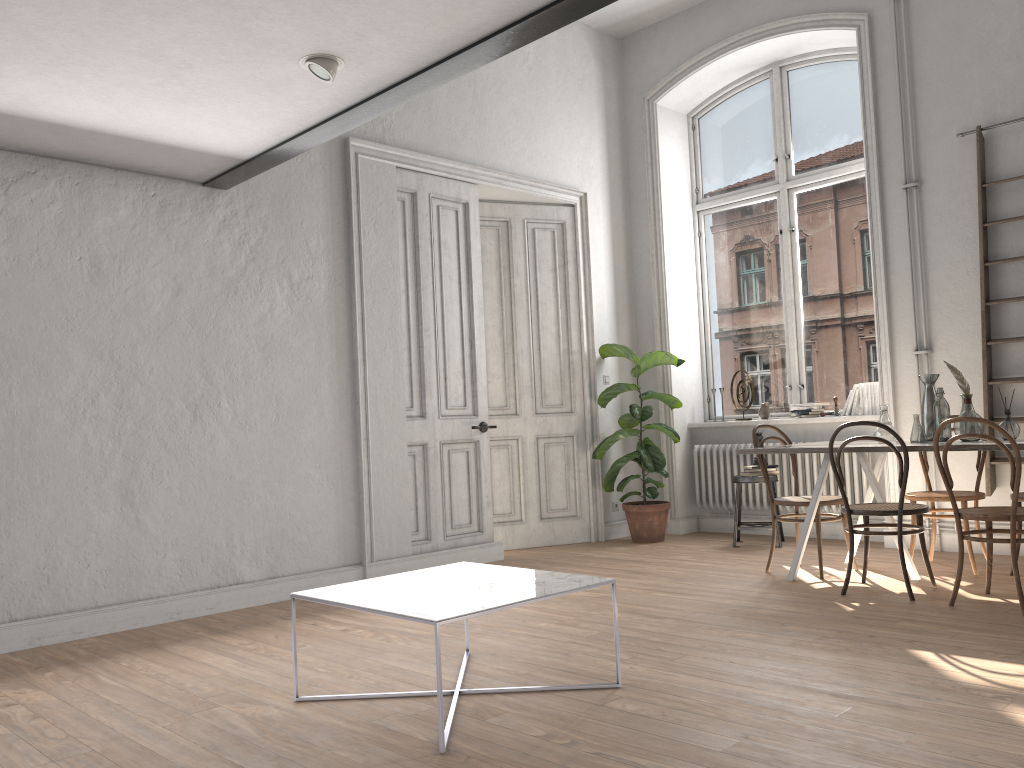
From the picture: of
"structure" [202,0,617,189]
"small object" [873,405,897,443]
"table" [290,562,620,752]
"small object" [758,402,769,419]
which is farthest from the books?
"structure" [202,0,617,189]

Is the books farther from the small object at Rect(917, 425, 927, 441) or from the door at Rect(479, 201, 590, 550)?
the door at Rect(479, 201, 590, 550)

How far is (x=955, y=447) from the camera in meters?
4.4

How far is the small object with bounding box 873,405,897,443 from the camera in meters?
5.0 m

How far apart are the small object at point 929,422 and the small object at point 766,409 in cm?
219

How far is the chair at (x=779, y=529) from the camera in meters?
6.5

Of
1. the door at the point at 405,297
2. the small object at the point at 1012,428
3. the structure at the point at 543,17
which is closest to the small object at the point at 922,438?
the small object at the point at 1012,428

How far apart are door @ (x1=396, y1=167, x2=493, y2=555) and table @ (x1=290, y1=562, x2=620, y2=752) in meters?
2.4

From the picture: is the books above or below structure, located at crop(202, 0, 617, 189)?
below

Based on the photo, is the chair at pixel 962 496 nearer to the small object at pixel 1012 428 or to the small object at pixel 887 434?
the small object at pixel 887 434
